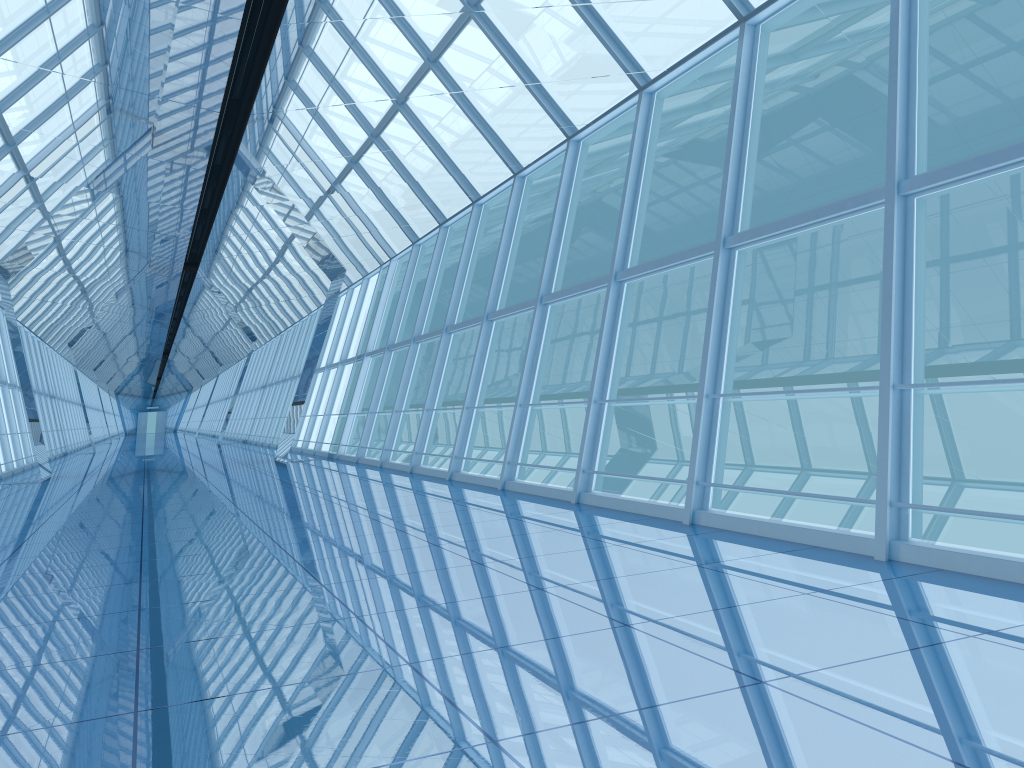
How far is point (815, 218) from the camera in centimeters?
644cm

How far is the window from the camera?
6.4m

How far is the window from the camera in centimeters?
644cm
